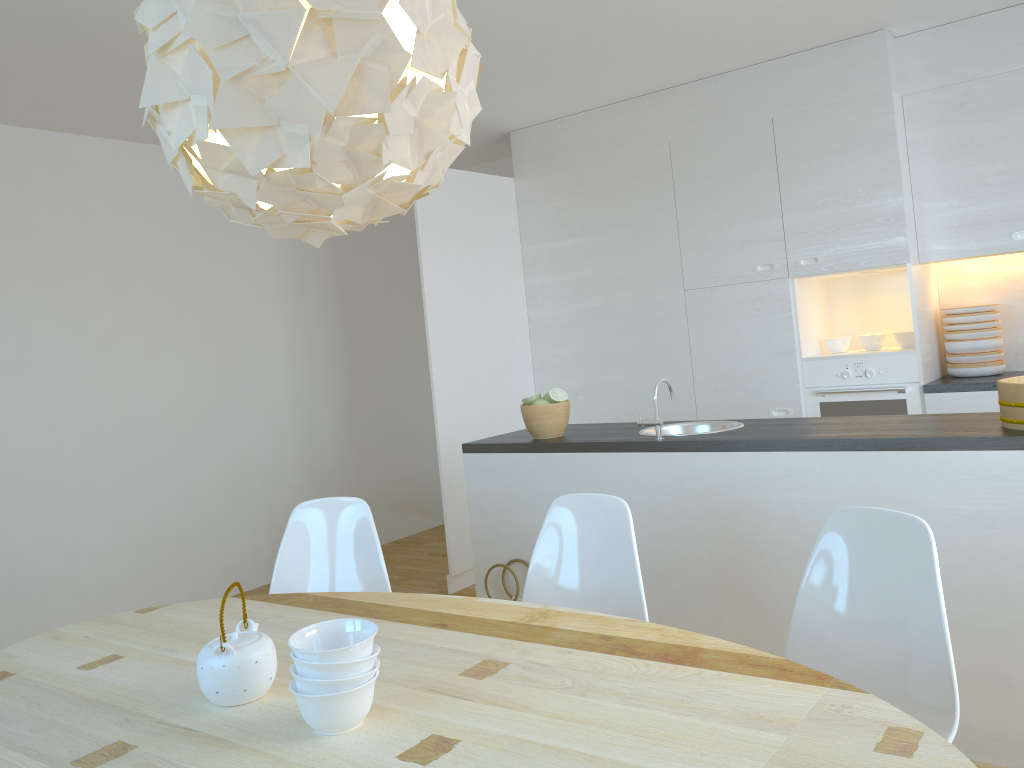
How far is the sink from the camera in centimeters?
356cm

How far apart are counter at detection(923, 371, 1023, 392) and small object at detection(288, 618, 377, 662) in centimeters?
356cm

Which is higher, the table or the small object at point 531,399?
the small object at point 531,399

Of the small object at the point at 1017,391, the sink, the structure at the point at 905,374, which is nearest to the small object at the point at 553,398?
the sink

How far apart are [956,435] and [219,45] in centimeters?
227cm

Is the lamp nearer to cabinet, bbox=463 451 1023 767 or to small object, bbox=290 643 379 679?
small object, bbox=290 643 379 679

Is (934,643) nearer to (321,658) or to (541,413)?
(321,658)

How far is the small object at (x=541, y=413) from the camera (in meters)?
3.56

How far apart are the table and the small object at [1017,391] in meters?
1.4

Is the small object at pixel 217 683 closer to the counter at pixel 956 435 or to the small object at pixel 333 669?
the small object at pixel 333 669
